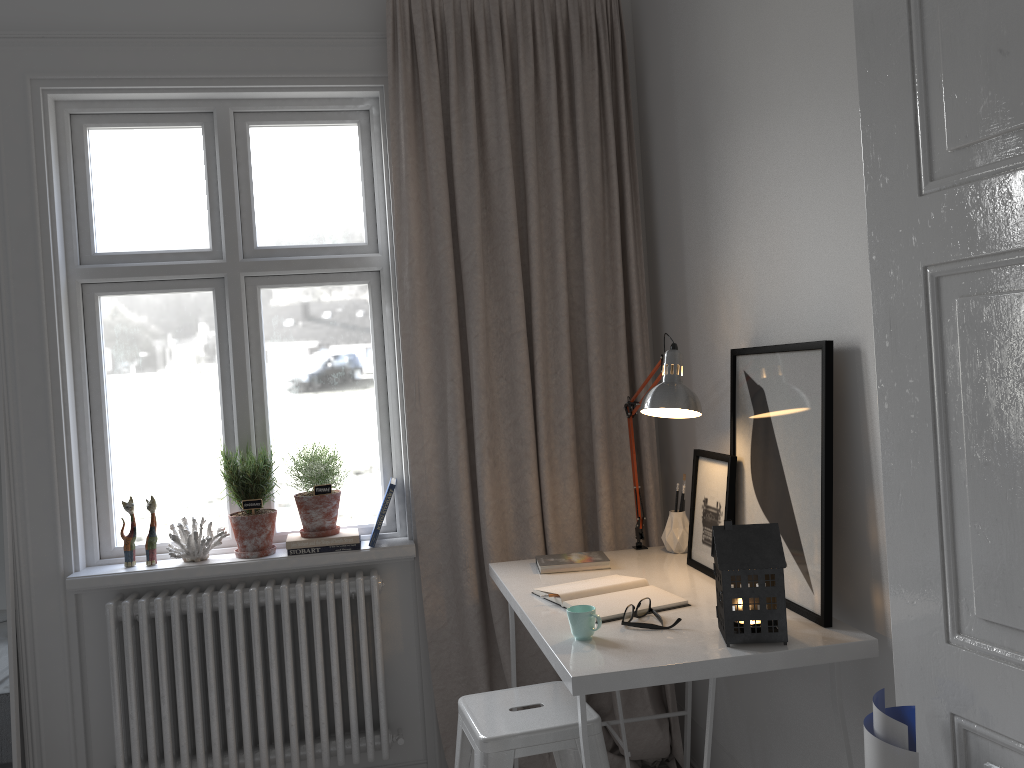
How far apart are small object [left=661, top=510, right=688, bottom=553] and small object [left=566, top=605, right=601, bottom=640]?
0.8m

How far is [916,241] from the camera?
1.4m

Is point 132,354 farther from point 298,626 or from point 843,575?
point 843,575

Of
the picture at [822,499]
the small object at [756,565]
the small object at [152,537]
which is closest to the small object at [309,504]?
the small object at [152,537]

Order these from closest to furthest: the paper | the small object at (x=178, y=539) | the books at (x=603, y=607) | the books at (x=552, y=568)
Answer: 1. the paper
2. the books at (x=603, y=607)
3. the books at (x=552, y=568)
4. the small object at (x=178, y=539)

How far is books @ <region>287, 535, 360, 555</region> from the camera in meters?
2.9 m

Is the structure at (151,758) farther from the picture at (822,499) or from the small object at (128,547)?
the picture at (822,499)

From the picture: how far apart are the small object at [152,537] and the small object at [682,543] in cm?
162

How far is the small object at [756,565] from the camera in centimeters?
180cm

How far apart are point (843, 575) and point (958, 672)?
0.58m
